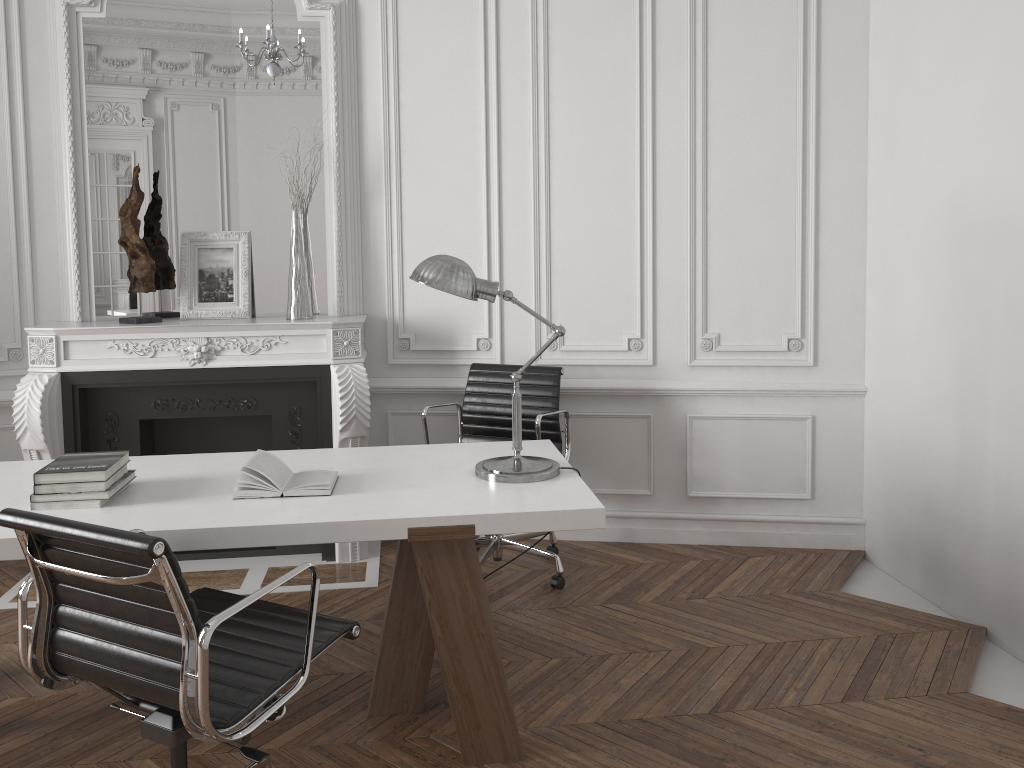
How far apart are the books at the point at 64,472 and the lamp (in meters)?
1.03

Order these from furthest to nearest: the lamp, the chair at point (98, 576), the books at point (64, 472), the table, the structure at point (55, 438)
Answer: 1. the structure at point (55, 438)
2. the lamp
3. the books at point (64, 472)
4. the table
5. the chair at point (98, 576)

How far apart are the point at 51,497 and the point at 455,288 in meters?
1.3 m

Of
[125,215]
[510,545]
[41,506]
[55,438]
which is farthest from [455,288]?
[55,438]

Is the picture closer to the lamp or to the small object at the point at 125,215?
the small object at the point at 125,215

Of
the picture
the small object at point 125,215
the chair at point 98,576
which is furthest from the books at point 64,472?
the picture

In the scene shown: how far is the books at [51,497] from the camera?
2.50m

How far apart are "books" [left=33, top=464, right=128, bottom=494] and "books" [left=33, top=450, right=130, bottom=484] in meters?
0.0 m

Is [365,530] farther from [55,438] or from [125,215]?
[125,215]

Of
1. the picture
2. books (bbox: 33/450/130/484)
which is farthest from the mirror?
books (bbox: 33/450/130/484)
